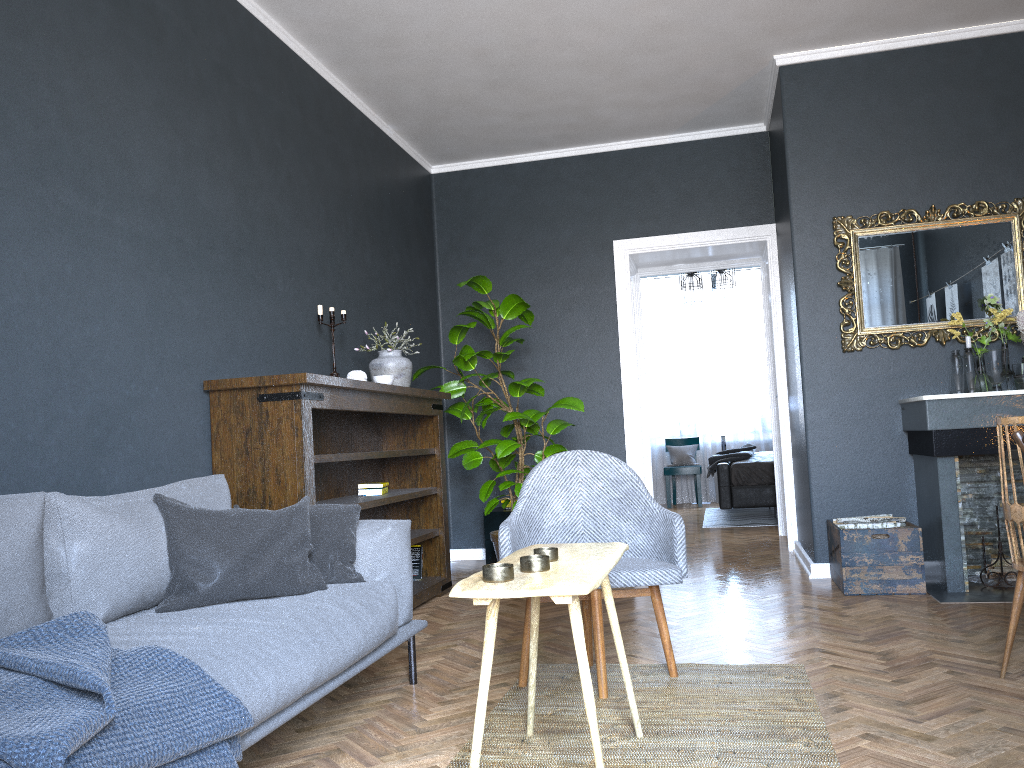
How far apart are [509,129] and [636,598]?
3.3 meters

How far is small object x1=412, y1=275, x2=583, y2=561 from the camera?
5.3 meters

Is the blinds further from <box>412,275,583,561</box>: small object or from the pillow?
the pillow

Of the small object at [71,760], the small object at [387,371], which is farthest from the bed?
the small object at [71,760]

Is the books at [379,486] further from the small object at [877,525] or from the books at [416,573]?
the small object at [877,525]

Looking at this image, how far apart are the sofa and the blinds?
7.85m

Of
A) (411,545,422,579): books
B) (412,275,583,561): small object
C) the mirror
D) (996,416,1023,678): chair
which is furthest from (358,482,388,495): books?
(996,416,1023,678): chair

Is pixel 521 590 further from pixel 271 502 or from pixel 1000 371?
pixel 1000 371

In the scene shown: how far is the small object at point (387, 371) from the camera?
→ 4.9m

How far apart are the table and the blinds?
8.4 meters
